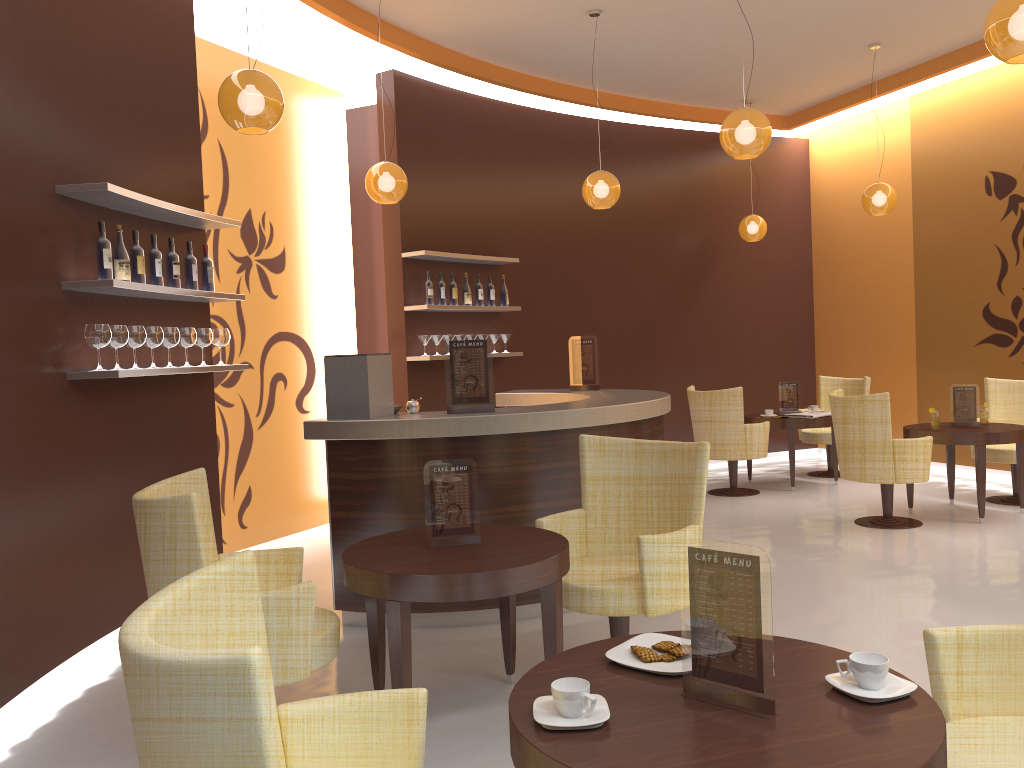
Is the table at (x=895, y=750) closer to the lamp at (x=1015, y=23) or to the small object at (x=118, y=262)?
the lamp at (x=1015, y=23)

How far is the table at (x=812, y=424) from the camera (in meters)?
8.25

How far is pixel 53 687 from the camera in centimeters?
398cm

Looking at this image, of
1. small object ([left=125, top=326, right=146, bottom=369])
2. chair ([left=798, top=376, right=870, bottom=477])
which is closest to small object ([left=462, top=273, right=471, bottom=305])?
small object ([left=125, top=326, right=146, bottom=369])

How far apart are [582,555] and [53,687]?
2.5m

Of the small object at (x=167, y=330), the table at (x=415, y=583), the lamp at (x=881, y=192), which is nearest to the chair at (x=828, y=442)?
the lamp at (x=881, y=192)

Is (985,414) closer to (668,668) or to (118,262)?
(668,668)

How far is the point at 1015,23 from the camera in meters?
3.4

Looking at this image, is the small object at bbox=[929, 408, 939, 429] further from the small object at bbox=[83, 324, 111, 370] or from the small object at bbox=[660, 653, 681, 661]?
the small object at bbox=[83, 324, 111, 370]

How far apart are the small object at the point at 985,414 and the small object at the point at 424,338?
4.5 meters
